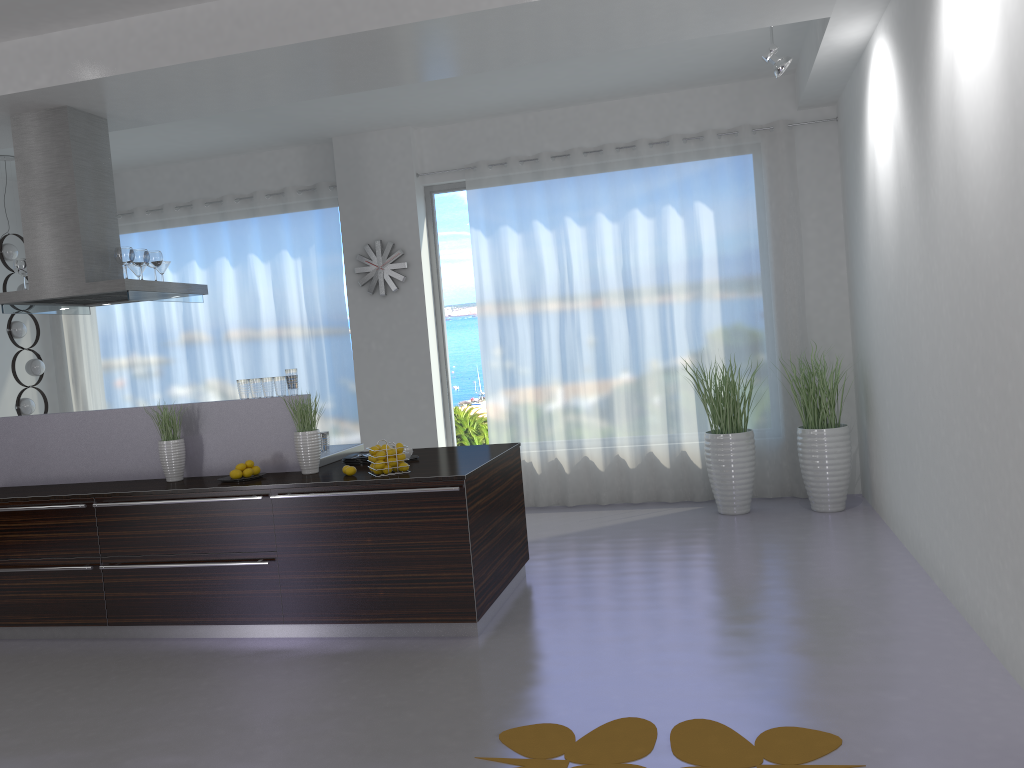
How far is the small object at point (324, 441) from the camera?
5.6m

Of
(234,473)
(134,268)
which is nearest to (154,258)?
(134,268)

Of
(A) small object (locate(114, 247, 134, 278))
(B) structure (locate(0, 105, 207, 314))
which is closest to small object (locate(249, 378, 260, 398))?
(B) structure (locate(0, 105, 207, 314))

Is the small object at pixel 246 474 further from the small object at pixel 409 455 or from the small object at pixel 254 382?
the small object at pixel 409 455

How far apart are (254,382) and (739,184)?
4.34m

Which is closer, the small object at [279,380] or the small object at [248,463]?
the small object at [248,463]

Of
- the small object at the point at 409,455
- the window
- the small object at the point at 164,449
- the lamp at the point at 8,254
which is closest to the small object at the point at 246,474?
the small object at the point at 164,449

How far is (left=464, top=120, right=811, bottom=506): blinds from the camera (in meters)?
7.37

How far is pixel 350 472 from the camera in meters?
→ 4.8

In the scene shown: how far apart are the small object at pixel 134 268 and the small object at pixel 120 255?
0.6 meters
